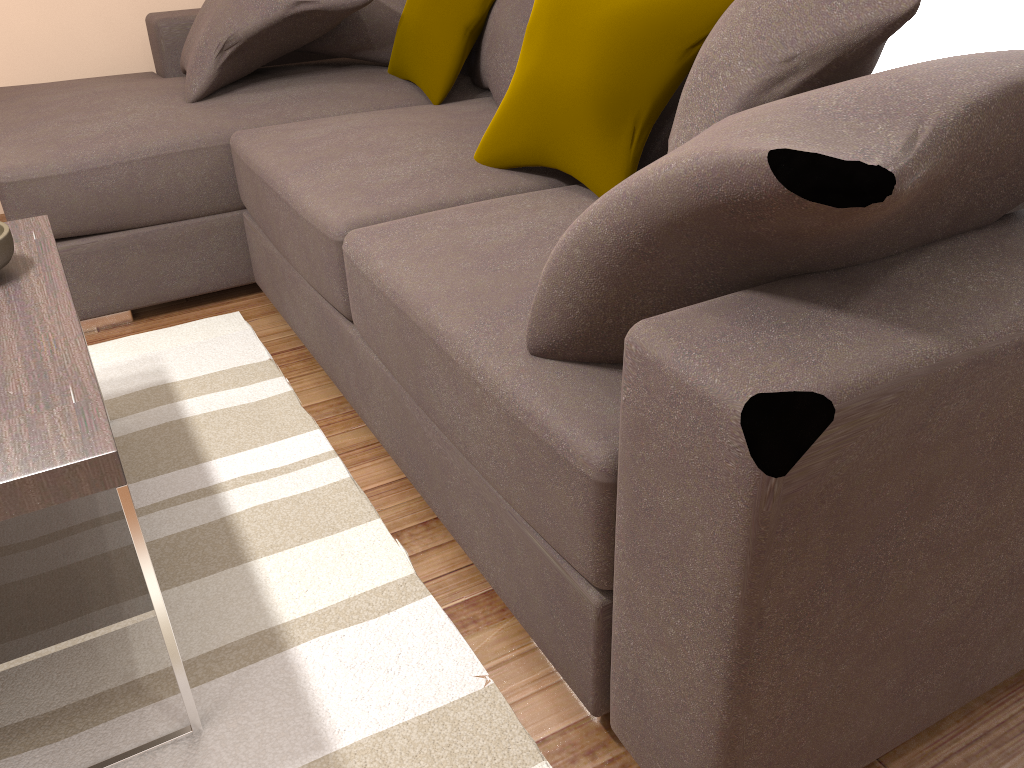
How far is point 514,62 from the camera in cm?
271

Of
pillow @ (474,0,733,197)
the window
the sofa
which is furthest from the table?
the window

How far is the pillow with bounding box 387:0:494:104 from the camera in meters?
2.9

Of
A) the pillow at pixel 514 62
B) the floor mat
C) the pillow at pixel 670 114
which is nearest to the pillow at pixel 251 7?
the pillow at pixel 514 62

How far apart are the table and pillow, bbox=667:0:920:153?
1.0 meters

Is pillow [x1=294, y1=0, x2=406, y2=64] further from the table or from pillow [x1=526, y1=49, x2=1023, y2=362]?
pillow [x1=526, y1=49, x2=1023, y2=362]

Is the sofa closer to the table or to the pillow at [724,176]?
the pillow at [724,176]

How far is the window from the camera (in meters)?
2.02

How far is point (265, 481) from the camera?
2.0 meters

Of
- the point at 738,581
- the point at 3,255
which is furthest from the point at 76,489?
the point at 738,581
